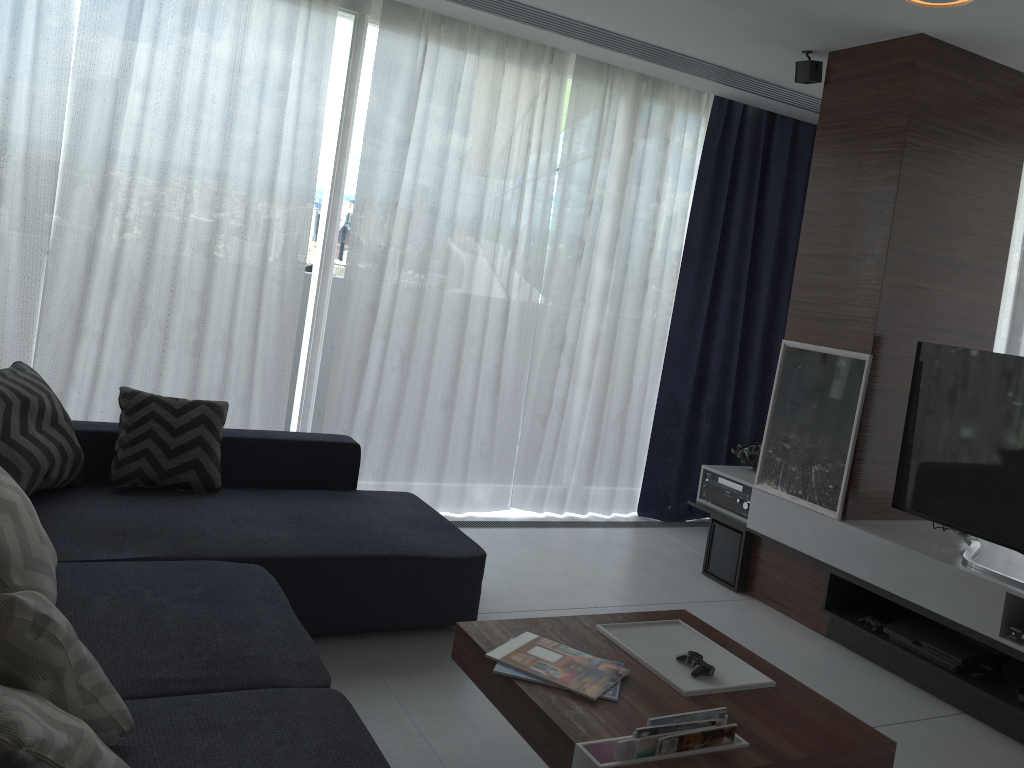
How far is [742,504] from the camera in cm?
430

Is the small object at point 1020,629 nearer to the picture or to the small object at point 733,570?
the picture

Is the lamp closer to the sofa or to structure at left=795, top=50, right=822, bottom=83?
structure at left=795, top=50, right=822, bottom=83

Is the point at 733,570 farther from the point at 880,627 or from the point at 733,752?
the point at 733,752

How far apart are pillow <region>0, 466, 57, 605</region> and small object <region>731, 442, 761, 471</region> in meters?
3.3 m

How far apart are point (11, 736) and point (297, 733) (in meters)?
0.77

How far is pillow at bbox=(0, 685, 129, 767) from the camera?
1.2m

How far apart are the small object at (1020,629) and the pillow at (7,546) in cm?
299

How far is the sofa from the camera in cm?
187

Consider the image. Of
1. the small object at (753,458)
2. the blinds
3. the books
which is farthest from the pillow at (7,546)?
the small object at (753,458)
